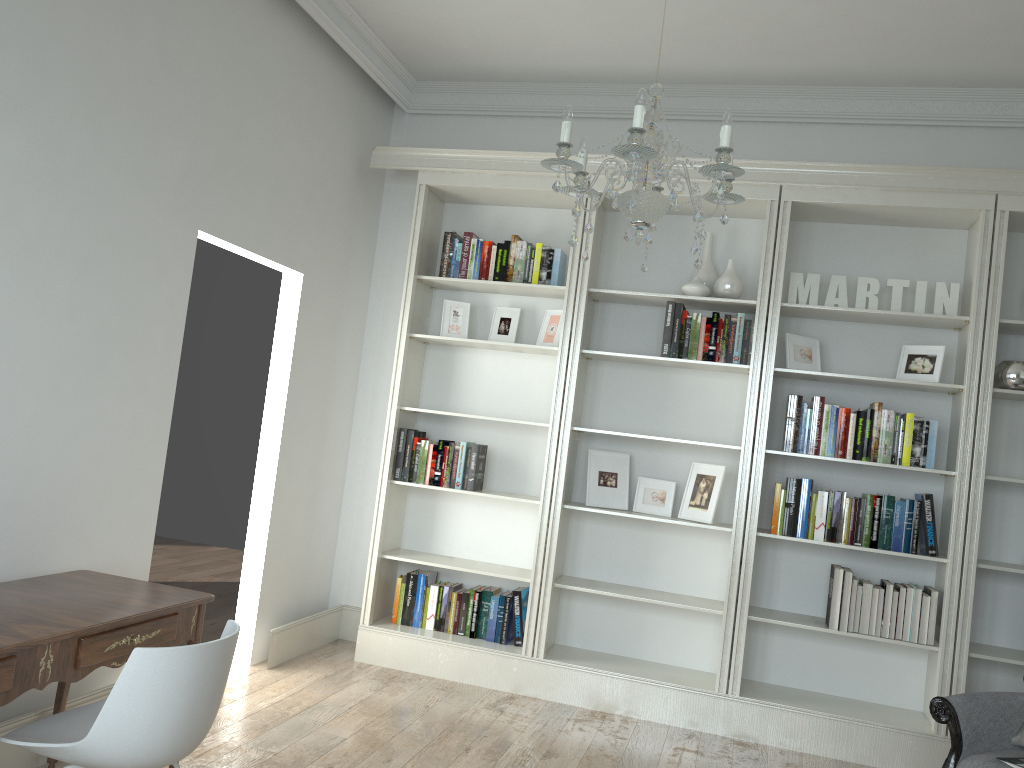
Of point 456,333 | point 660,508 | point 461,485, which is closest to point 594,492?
point 660,508

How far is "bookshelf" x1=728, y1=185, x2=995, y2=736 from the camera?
4.1m

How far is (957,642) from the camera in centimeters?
404cm

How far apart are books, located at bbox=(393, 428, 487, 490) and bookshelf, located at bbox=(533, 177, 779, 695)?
0.5m

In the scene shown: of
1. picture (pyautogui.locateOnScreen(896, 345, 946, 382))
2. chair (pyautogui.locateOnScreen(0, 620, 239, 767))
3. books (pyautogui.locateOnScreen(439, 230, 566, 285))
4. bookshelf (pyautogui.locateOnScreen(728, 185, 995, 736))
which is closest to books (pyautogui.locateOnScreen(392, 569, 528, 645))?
bookshelf (pyautogui.locateOnScreen(728, 185, 995, 736))

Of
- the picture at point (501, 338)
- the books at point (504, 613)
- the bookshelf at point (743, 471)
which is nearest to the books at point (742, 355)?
the bookshelf at point (743, 471)

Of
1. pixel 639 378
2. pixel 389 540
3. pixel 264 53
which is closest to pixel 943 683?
pixel 639 378

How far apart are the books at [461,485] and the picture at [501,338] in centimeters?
62cm

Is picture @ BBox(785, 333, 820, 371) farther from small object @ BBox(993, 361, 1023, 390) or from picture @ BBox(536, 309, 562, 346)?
picture @ BBox(536, 309, 562, 346)

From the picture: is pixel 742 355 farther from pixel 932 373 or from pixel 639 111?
pixel 639 111
